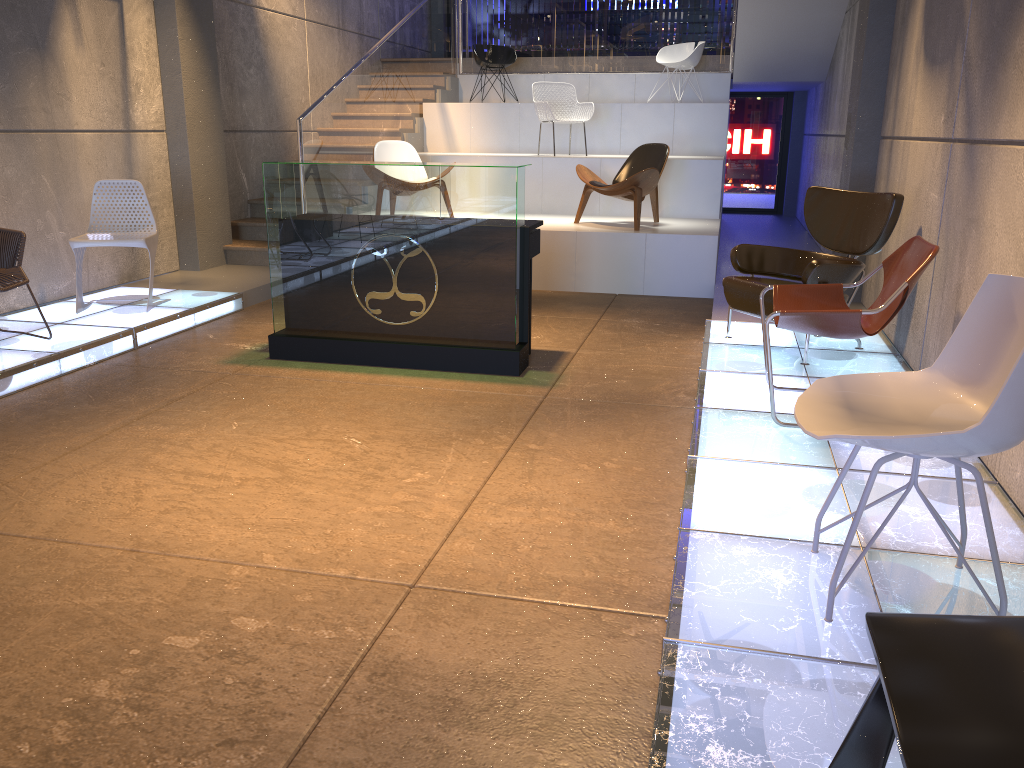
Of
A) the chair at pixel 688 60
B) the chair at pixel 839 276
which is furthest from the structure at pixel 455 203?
the chair at pixel 688 60

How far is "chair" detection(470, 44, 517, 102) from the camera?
11.3 meters

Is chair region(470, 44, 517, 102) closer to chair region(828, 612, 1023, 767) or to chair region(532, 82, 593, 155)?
chair region(532, 82, 593, 155)

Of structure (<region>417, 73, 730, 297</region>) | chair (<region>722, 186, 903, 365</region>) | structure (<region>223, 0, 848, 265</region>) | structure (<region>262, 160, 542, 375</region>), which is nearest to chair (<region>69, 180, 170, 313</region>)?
structure (<region>262, 160, 542, 375</region>)

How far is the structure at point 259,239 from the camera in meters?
8.9 m

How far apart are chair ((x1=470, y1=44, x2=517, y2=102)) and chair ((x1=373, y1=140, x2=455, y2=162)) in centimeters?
284cm

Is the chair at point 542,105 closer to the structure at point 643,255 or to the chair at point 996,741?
the structure at point 643,255

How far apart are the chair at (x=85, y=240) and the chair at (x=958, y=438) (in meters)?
5.10

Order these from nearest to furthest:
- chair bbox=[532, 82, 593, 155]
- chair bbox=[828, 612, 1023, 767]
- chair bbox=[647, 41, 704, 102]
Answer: chair bbox=[828, 612, 1023, 767] < chair bbox=[532, 82, 593, 155] < chair bbox=[647, 41, 704, 102]

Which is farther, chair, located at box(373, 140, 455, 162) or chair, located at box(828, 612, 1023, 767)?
chair, located at box(373, 140, 455, 162)
